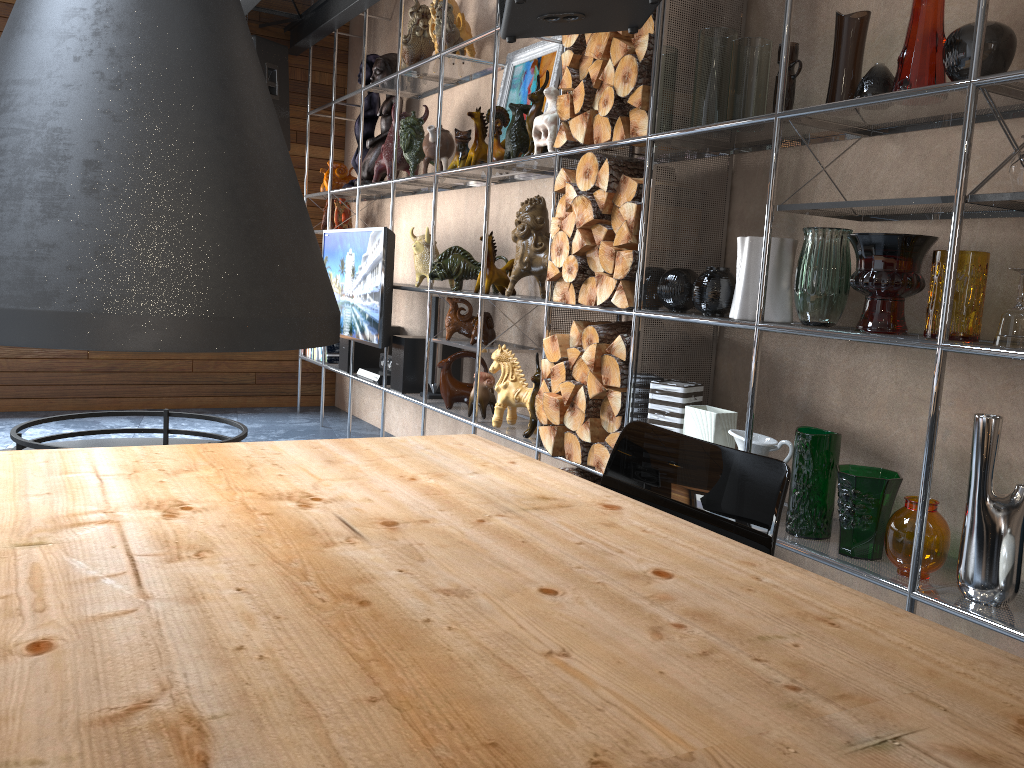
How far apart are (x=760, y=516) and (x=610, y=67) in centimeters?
209cm

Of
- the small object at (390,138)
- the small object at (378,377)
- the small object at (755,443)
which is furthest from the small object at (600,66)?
the small object at (378,377)

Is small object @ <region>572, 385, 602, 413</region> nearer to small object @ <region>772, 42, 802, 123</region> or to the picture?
small object @ <region>772, 42, 802, 123</region>

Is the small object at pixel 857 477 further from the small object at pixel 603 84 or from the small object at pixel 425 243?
the small object at pixel 425 243

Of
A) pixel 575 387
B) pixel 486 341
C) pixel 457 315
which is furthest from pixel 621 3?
pixel 457 315

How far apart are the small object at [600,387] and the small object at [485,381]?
1.0m

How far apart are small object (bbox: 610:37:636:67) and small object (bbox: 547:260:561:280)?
0.76m

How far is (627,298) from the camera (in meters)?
2.96

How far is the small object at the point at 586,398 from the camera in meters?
3.2

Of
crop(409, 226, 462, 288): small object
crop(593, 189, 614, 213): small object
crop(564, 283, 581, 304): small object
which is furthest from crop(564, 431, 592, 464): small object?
crop(409, 226, 462, 288): small object
